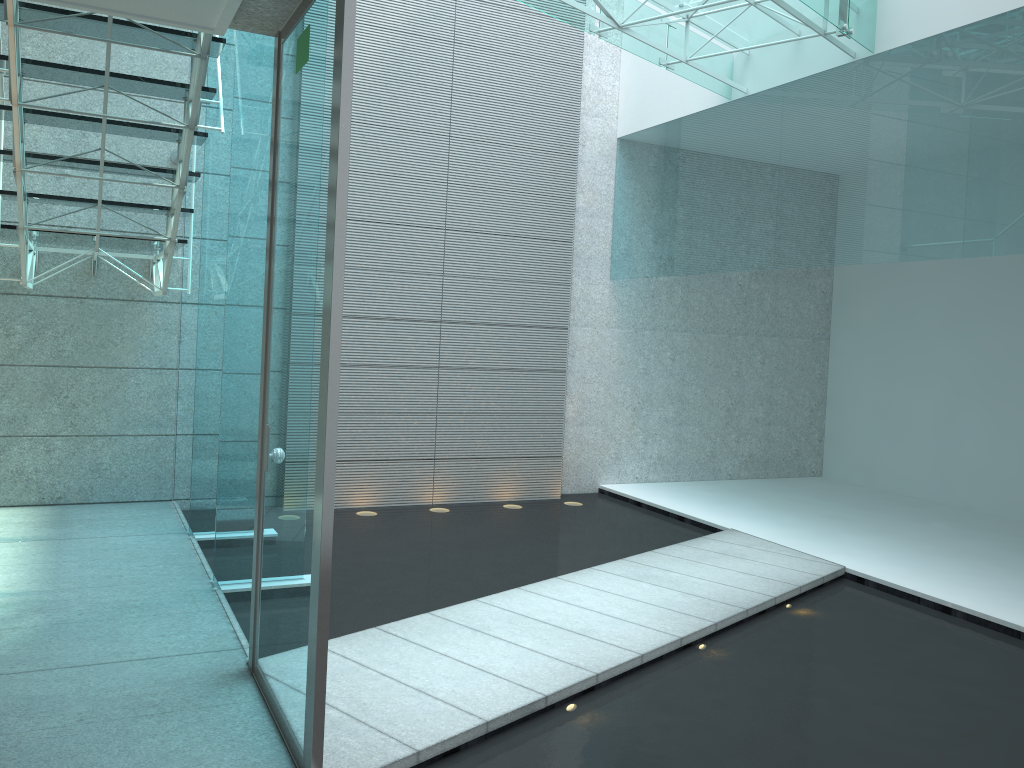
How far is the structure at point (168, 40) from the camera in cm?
325

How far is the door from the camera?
2.1m

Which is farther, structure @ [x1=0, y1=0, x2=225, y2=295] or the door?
structure @ [x1=0, y1=0, x2=225, y2=295]

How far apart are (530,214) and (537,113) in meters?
0.7

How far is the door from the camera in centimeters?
210cm

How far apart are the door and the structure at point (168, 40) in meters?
0.6 m

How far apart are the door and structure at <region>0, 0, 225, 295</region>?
0.6m

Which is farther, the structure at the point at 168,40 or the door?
the structure at the point at 168,40
